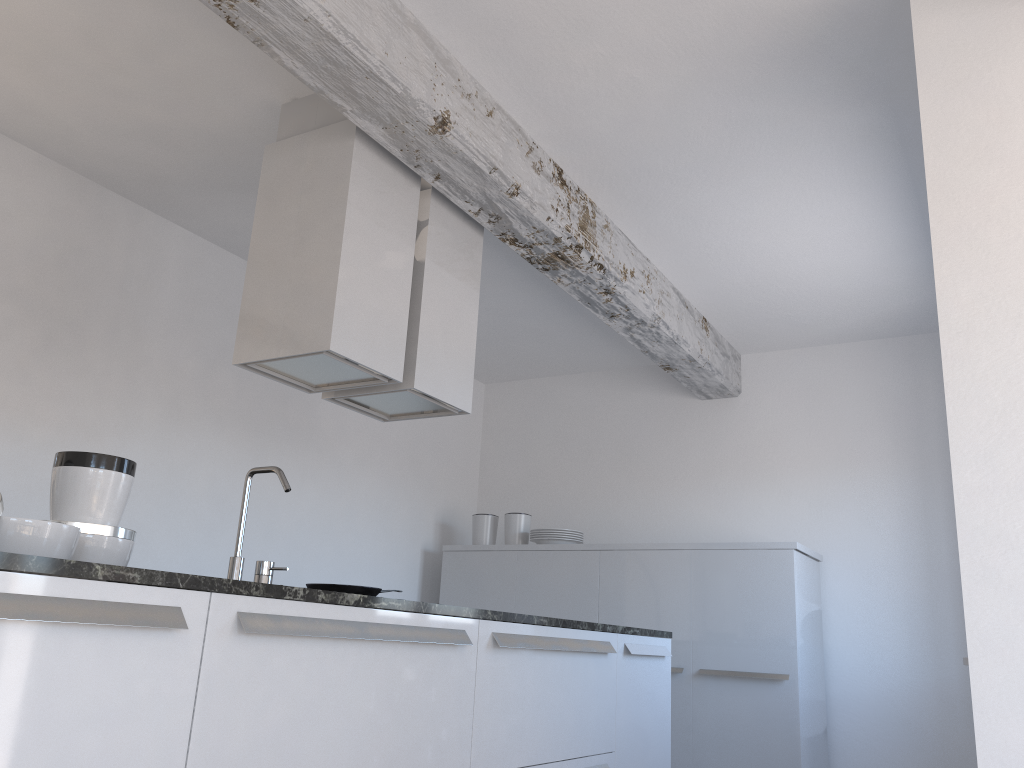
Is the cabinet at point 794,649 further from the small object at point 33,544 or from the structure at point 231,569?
the small object at point 33,544

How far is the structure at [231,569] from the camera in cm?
242

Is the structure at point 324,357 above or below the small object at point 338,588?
above

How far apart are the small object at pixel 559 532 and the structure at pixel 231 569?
3.33m

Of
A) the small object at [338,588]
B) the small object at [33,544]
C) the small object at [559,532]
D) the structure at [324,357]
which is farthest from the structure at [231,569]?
the small object at [559,532]

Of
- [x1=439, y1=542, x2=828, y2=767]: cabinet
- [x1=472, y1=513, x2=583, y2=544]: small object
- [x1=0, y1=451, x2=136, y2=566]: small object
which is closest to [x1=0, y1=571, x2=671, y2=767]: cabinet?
[x1=0, y1=451, x2=136, y2=566]: small object

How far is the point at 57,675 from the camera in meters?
1.5 m

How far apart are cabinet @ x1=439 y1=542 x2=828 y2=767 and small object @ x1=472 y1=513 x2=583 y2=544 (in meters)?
0.06

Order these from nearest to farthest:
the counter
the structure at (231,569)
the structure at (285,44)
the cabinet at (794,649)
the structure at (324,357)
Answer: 1. the counter
2. the structure at (231,569)
3. the structure at (285,44)
4. the structure at (324,357)
5. the cabinet at (794,649)

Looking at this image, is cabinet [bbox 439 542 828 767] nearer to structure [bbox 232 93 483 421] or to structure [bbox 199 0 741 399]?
structure [bbox 199 0 741 399]
